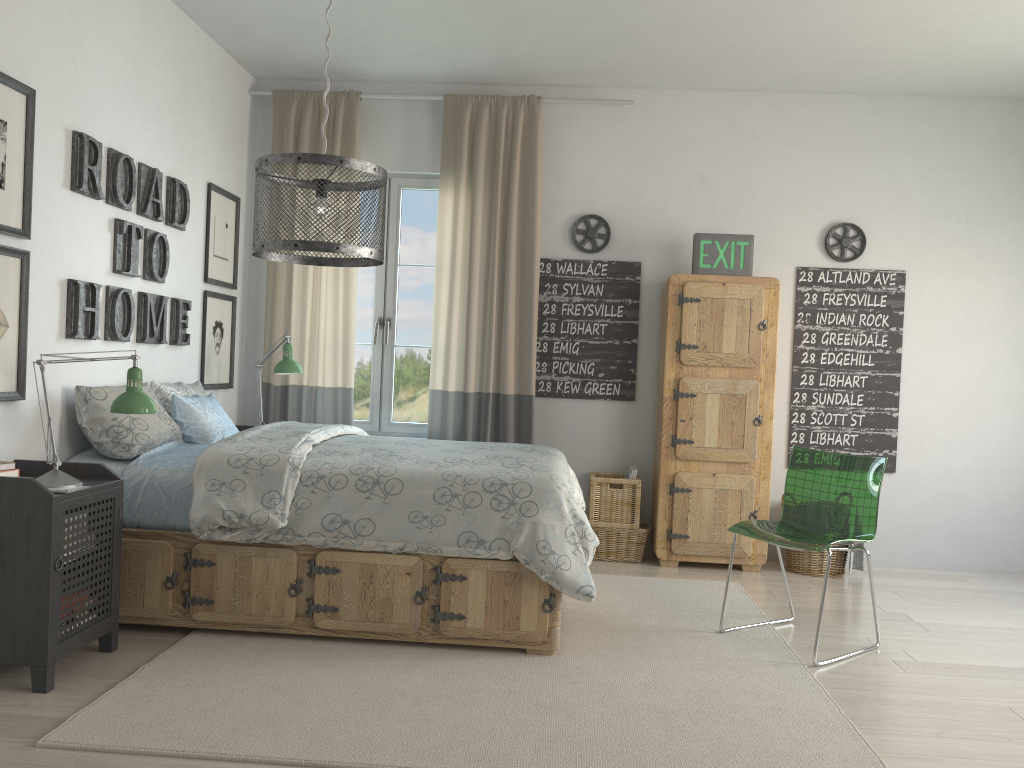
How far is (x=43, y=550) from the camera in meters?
2.6

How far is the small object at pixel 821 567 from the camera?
4.7m

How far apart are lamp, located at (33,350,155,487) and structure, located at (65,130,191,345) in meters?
0.5 m

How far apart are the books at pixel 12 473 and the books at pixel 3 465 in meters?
0.0 m

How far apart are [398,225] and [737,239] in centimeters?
194cm

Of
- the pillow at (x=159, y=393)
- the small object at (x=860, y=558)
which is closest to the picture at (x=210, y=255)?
the pillow at (x=159, y=393)

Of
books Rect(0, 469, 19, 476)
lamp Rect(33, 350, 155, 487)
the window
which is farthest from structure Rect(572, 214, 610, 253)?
books Rect(0, 469, 19, 476)

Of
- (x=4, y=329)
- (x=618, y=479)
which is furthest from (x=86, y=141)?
(x=618, y=479)

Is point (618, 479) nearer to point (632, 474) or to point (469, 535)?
point (632, 474)

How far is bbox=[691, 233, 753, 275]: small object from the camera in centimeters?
477cm
